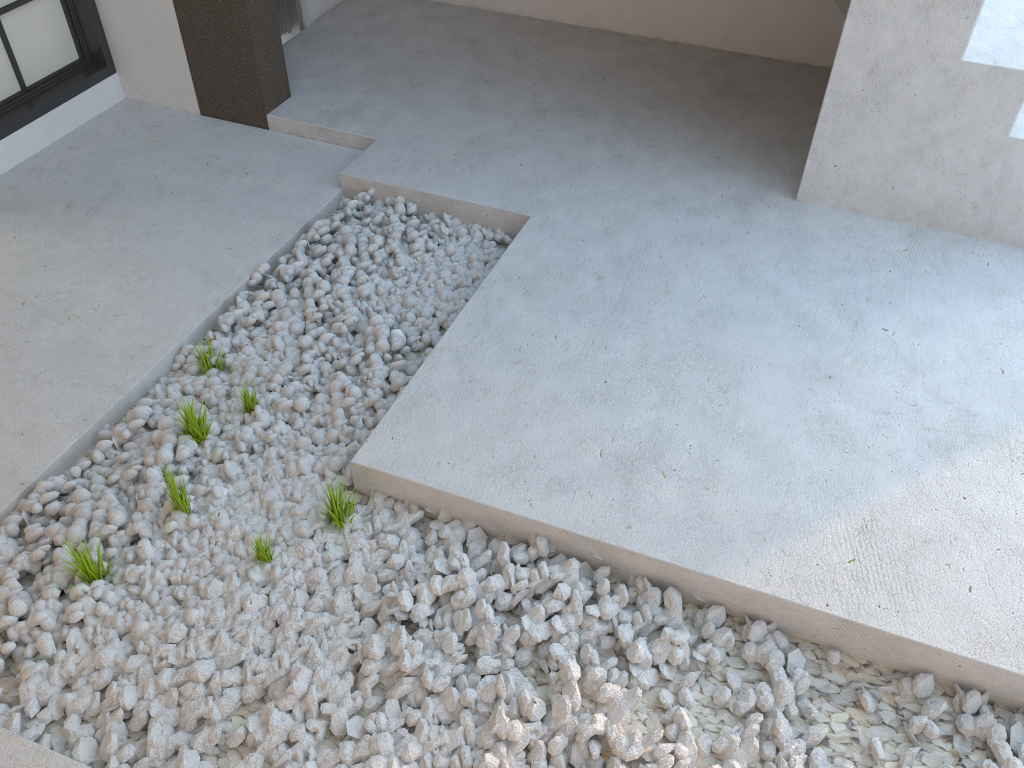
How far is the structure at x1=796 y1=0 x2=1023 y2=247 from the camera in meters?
2.6 m

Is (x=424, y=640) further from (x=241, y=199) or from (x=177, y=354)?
(x=241, y=199)

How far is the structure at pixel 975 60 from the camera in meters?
2.6

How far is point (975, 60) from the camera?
2.6m
